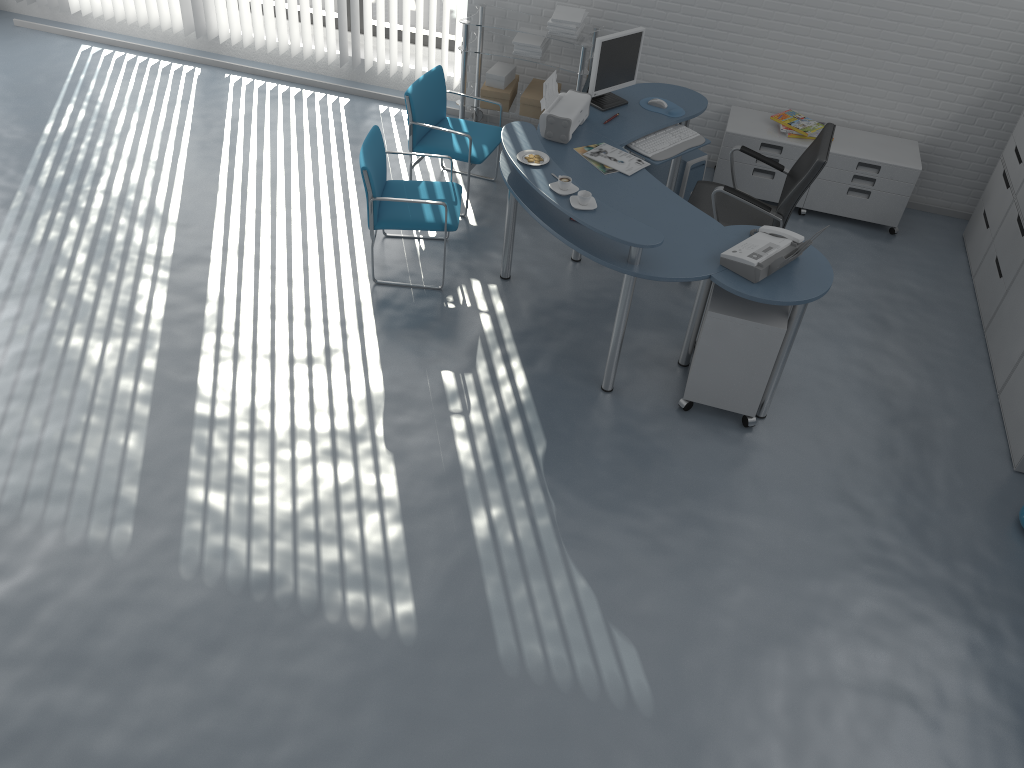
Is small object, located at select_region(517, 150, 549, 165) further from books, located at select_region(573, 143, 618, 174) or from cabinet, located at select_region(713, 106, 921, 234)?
cabinet, located at select_region(713, 106, 921, 234)

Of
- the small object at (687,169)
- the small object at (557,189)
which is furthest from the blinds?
the small object at (557,189)

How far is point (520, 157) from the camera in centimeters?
428cm

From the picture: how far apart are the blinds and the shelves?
0.28m

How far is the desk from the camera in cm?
389

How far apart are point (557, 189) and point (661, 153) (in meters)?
1.09

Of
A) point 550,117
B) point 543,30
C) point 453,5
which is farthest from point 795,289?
point 453,5

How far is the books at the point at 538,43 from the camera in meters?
5.8

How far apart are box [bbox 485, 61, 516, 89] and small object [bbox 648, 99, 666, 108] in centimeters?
123cm

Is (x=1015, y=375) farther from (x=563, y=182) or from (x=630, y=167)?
(x=563, y=182)
